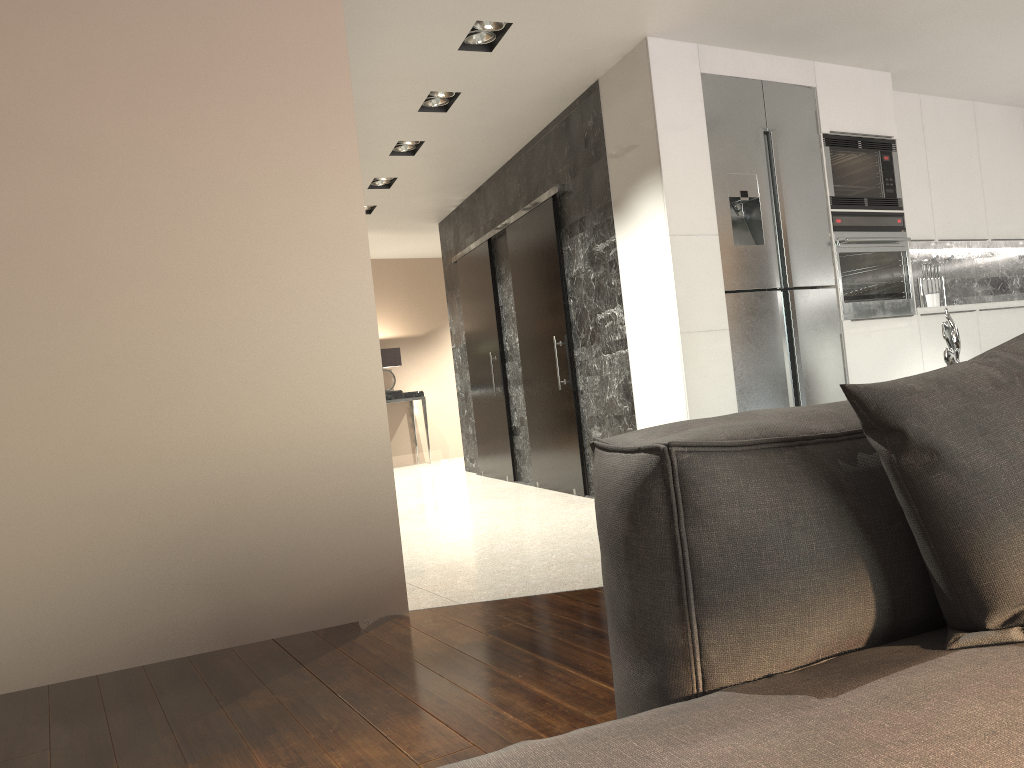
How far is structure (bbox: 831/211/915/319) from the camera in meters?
5.1 m

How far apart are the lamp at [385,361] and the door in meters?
2.5 m

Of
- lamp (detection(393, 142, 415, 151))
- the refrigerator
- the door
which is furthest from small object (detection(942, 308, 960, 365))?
lamp (detection(393, 142, 415, 151))

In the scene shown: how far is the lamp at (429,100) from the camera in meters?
5.3 m

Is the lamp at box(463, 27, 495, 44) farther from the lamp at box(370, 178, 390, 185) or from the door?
the lamp at box(370, 178, 390, 185)

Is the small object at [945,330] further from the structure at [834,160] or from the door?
the door

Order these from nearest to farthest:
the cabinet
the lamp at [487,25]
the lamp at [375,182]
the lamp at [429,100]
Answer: the lamp at [487,25], the cabinet, the lamp at [429,100], the lamp at [375,182]

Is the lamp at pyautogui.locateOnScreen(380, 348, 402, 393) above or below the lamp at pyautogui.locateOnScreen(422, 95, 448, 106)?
below

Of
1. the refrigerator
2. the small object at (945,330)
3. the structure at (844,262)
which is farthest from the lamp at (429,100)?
the small object at (945,330)

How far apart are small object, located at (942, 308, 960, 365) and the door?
3.7m
